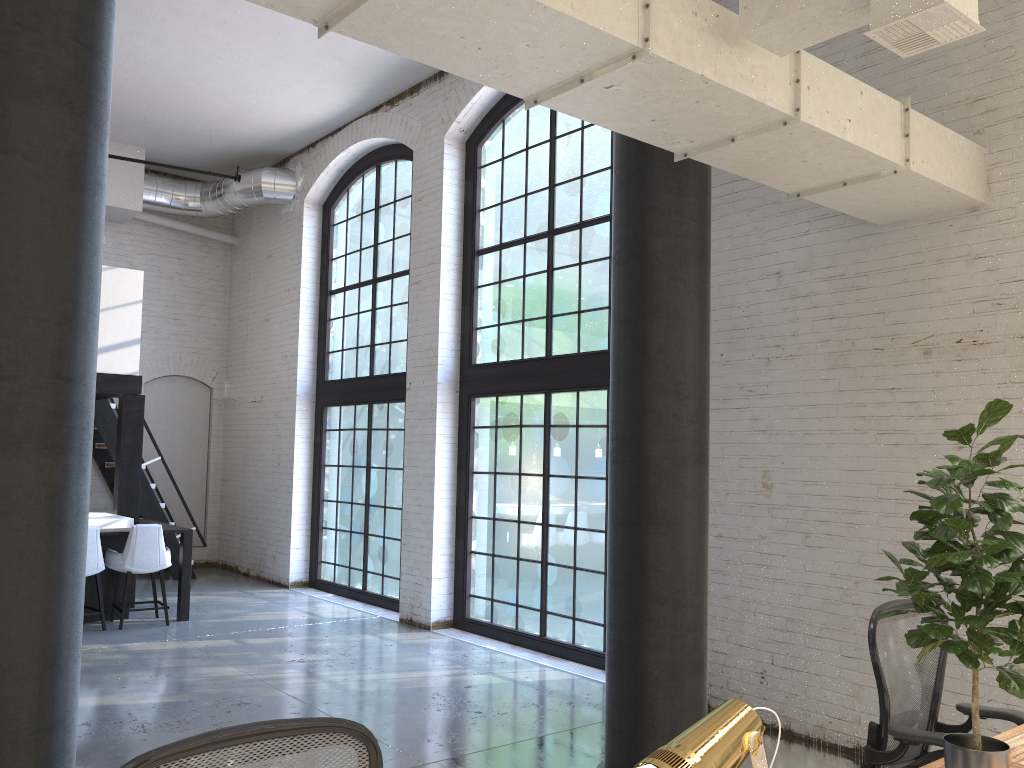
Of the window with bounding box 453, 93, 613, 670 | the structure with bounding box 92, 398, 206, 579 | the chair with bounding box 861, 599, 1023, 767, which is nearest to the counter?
the structure with bounding box 92, 398, 206, 579

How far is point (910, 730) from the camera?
3.14m

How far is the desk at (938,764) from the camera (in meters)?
2.64

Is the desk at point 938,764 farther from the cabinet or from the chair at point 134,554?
the cabinet

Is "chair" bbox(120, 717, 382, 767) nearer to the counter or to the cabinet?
the cabinet

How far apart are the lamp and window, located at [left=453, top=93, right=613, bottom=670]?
5.6 meters

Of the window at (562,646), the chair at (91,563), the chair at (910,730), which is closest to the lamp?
the chair at (910,730)

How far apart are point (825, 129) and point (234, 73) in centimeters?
701cm

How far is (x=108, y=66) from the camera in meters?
2.9

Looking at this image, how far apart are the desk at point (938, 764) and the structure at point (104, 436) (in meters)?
10.08
